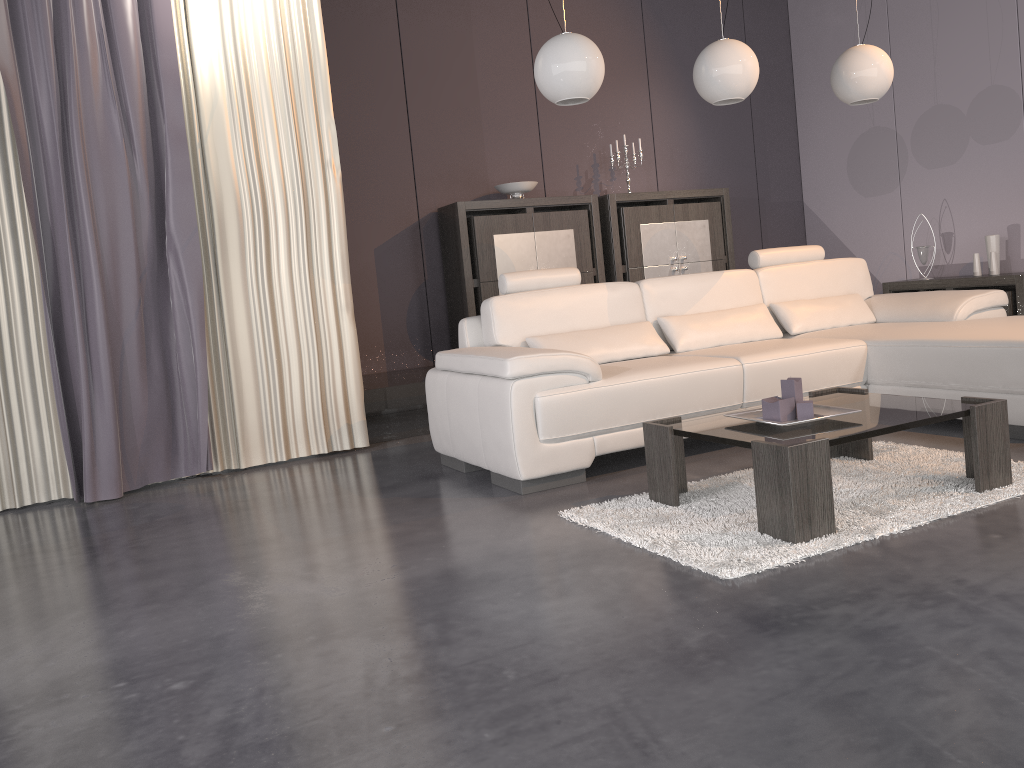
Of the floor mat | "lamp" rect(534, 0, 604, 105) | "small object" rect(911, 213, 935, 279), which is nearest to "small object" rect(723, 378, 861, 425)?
the floor mat

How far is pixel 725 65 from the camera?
4.0m

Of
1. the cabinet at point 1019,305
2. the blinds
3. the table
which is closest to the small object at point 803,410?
the table

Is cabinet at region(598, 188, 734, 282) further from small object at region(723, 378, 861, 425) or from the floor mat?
small object at region(723, 378, 861, 425)

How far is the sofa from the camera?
3.4 meters

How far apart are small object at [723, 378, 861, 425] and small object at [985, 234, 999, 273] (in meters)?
3.69

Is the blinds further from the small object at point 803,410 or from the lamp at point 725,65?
the small object at point 803,410

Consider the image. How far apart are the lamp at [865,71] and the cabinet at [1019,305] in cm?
171

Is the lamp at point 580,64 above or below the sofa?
above

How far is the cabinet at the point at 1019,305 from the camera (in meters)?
5.47
